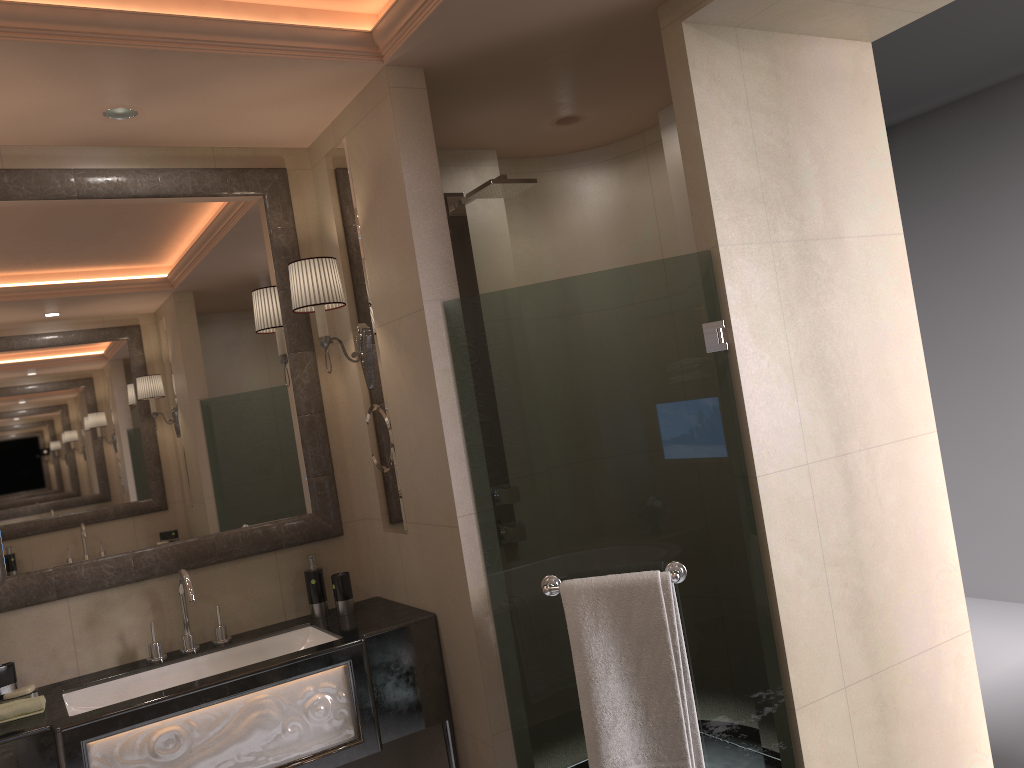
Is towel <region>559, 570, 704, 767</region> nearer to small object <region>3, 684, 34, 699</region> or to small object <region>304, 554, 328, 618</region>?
small object <region>304, 554, 328, 618</region>

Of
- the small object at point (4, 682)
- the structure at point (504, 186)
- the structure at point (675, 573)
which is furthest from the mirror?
the structure at point (675, 573)

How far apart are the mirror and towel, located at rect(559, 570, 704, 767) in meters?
1.0 m

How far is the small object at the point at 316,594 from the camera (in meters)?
2.97

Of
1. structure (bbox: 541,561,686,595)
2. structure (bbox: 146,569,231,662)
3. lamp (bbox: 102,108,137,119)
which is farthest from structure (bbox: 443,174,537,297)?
structure (bbox: 146,569,231,662)

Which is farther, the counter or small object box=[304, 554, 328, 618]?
small object box=[304, 554, 328, 618]

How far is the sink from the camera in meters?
2.6

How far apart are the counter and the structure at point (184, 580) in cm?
2

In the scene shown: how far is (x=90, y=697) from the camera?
2.58m

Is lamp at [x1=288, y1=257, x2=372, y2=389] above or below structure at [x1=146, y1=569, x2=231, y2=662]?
above
